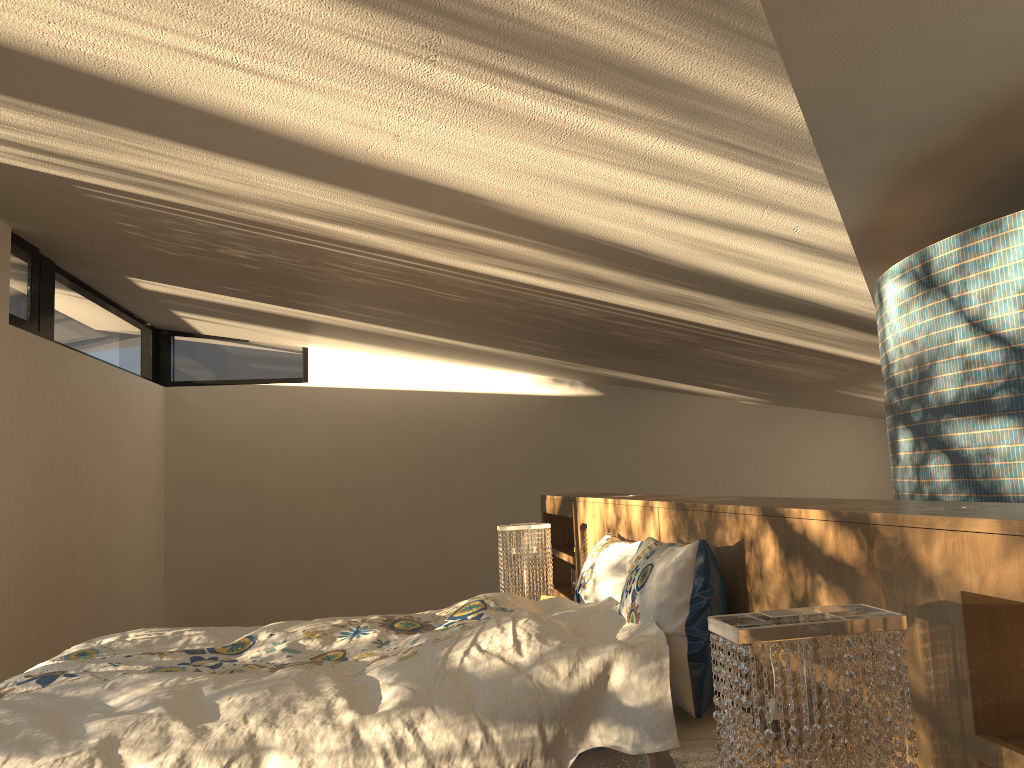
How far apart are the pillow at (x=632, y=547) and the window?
3.36m

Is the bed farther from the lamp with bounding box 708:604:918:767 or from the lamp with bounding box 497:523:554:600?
the lamp with bounding box 497:523:554:600

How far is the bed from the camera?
1.89m

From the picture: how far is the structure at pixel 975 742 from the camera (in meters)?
1.28

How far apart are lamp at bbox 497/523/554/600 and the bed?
0.86m

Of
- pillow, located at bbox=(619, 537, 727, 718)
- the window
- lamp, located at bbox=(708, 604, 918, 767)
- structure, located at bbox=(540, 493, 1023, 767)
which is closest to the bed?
pillow, located at bbox=(619, 537, 727, 718)

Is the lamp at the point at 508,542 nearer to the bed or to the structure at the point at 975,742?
the structure at the point at 975,742

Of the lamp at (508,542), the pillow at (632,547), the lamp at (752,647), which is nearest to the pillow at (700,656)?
the pillow at (632,547)

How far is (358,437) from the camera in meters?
7.5

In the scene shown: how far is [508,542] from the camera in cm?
413
